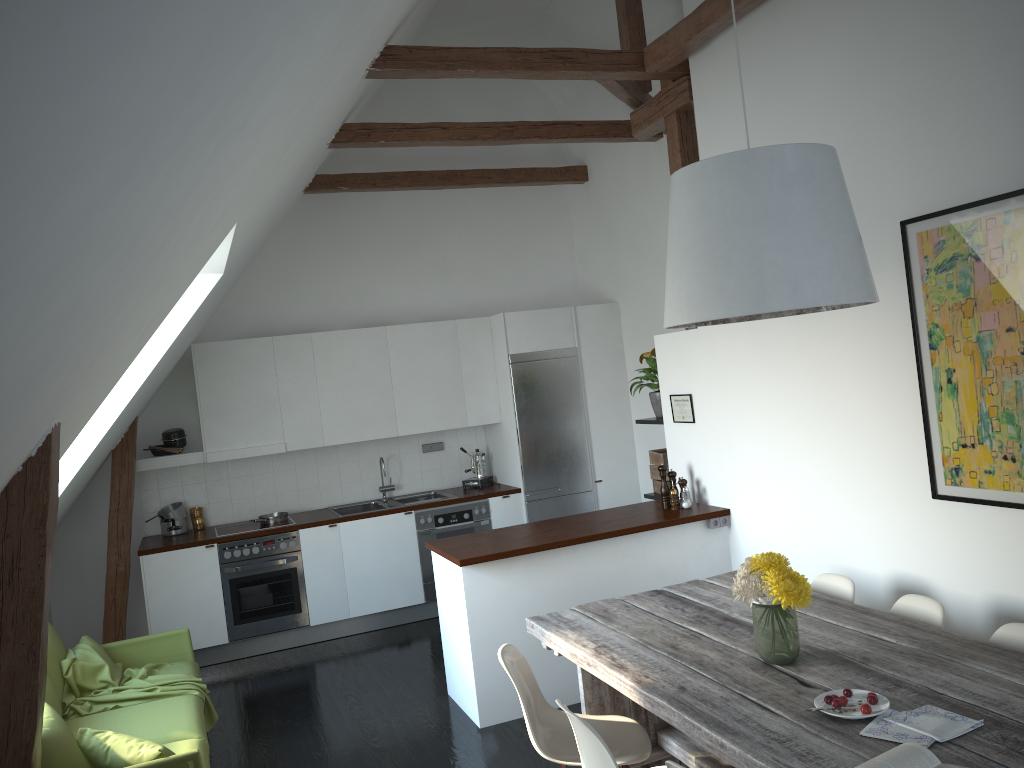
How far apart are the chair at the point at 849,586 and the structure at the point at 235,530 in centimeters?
419cm

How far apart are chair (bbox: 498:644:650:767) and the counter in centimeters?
117cm

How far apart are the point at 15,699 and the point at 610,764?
1.68m

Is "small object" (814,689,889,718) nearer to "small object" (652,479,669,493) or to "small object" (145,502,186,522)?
"small object" (652,479,669,493)

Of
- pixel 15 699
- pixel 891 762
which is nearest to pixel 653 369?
pixel 891 762

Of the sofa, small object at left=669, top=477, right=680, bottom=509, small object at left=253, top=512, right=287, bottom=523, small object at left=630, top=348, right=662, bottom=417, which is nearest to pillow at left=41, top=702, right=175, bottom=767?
the sofa

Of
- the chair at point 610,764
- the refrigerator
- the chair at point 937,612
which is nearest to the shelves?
the refrigerator

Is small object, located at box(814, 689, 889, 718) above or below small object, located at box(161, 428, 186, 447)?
below

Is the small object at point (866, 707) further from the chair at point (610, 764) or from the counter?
the counter

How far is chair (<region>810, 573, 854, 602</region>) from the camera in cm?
383
